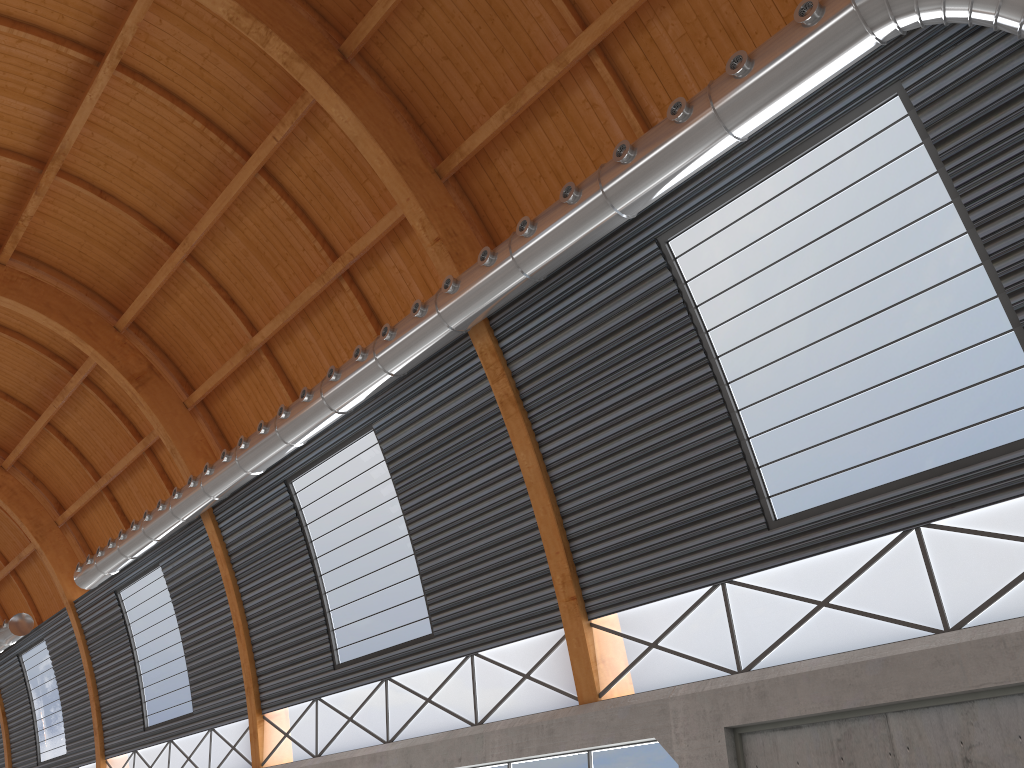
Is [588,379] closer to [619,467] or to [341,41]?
[619,467]
